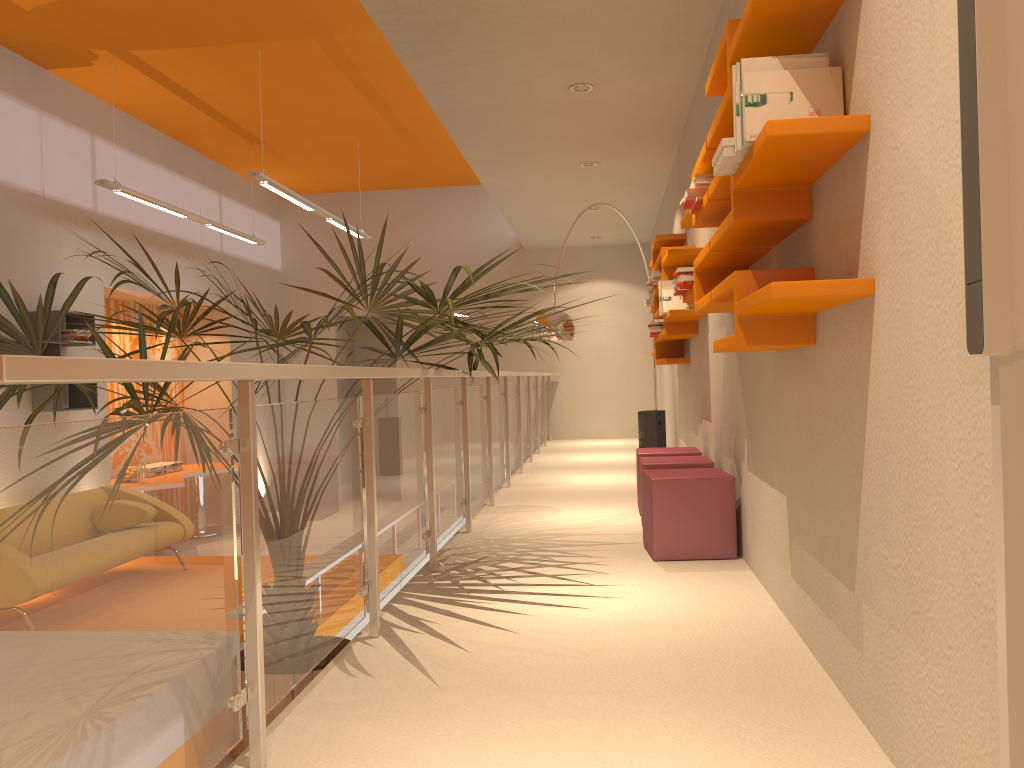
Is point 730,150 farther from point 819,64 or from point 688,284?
point 688,284

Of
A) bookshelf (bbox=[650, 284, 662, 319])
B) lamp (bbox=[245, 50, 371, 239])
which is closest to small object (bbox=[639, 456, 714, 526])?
bookshelf (bbox=[650, 284, 662, 319])

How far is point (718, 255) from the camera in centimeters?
323cm

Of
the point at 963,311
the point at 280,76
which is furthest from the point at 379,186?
the point at 963,311

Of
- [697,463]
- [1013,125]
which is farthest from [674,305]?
[1013,125]

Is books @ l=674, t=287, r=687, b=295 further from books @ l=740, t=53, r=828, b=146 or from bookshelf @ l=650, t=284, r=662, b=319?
bookshelf @ l=650, t=284, r=662, b=319

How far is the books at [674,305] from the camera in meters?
5.5

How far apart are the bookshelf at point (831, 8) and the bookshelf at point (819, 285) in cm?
51

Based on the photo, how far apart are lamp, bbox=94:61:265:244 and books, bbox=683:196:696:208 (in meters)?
5.25

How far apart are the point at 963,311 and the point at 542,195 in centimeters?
727cm
